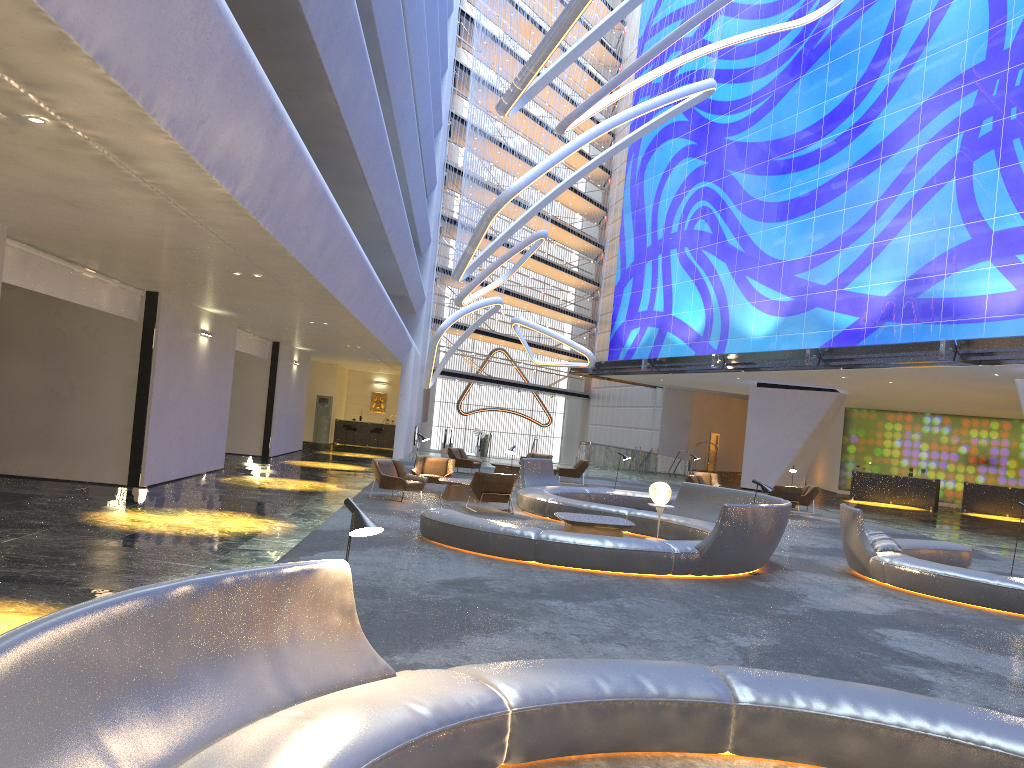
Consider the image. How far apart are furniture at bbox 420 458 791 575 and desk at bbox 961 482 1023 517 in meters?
18.4 m

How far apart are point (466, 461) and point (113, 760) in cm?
2354

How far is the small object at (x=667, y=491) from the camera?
14.6 meters

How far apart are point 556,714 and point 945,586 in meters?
8.5 m

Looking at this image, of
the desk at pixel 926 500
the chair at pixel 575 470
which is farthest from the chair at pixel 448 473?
the desk at pixel 926 500

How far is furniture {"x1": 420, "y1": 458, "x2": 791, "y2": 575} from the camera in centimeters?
1091cm

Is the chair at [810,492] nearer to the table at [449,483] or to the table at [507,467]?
the table at [507,467]

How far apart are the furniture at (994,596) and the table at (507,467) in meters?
13.9 m

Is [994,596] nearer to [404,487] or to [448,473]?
[404,487]

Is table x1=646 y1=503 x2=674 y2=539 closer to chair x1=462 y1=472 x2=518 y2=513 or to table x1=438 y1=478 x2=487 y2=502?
chair x1=462 y1=472 x2=518 y2=513
